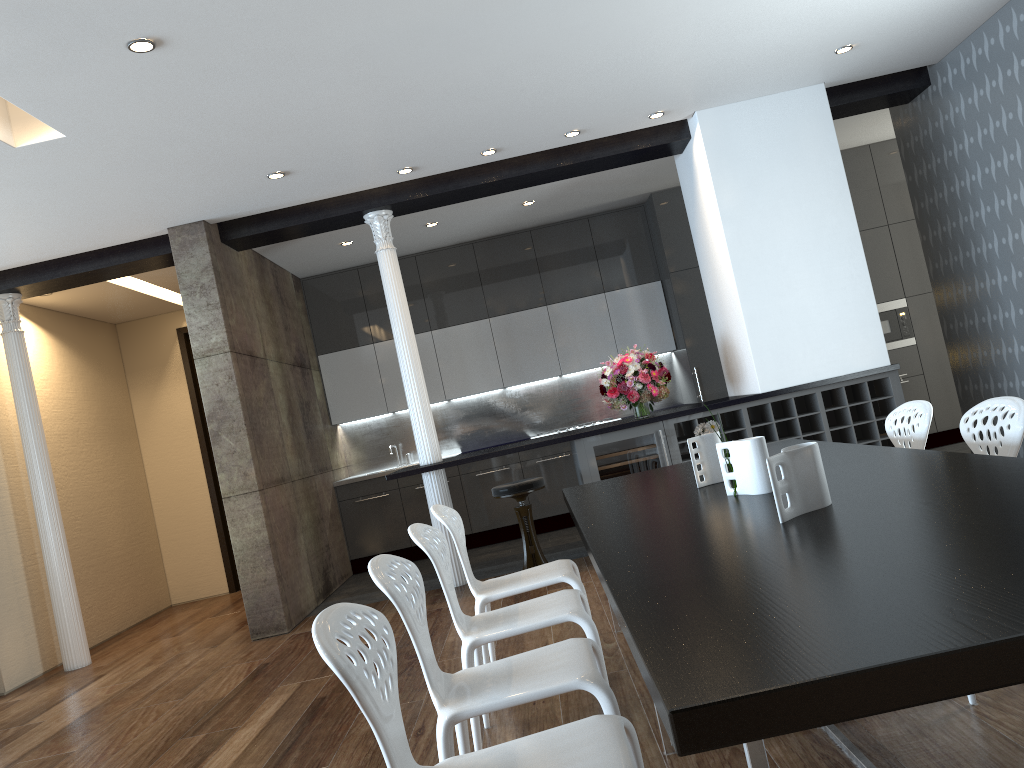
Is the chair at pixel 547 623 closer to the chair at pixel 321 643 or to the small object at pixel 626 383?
the chair at pixel 321 643

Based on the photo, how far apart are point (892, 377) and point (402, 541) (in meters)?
4.63

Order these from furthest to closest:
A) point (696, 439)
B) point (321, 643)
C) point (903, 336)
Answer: point (903, 336), point (696, 439), point (321, 643)

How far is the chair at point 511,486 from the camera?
6.0m

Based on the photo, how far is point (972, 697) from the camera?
2.6m

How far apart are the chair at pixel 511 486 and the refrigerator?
0.40m

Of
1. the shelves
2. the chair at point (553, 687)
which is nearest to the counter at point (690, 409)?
the shelves

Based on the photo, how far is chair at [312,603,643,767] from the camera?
1.6m

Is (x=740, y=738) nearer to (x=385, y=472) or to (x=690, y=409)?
(x=690, y=409)

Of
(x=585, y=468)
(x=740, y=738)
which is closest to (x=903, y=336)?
(x=585, y=468)
